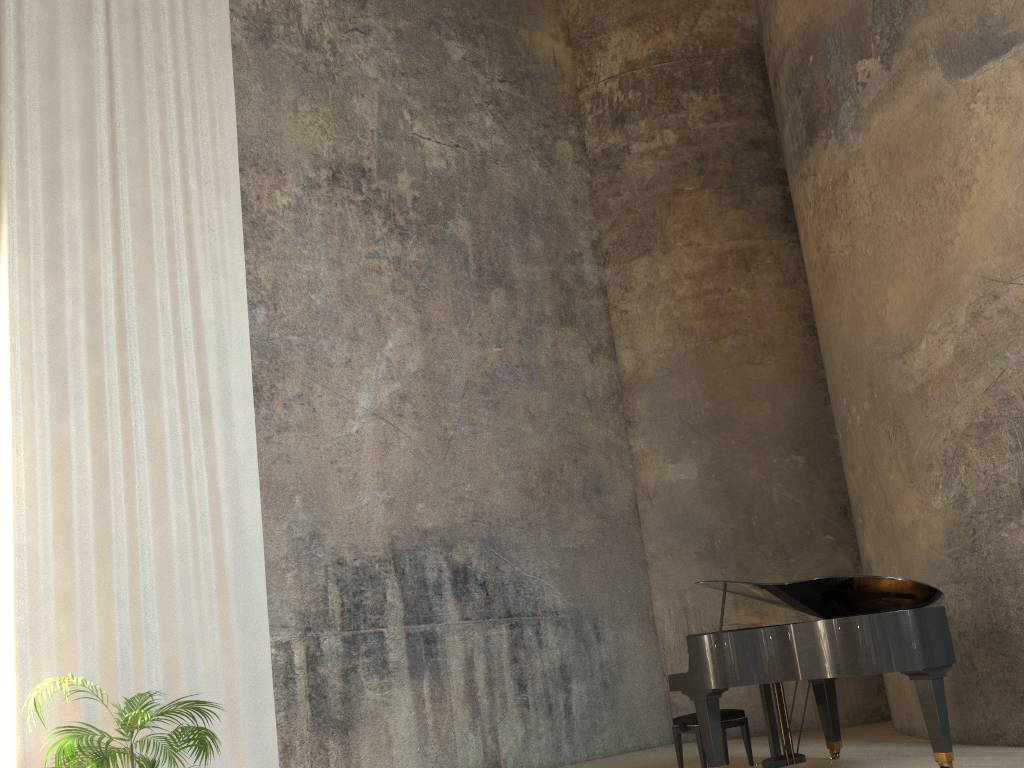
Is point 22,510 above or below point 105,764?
above

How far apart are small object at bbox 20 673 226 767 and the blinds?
0.3m

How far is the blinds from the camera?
5.47m

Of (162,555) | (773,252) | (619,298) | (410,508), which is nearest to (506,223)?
(619,298)

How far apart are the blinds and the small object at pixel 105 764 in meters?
0.3

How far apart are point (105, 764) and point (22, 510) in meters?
1.8

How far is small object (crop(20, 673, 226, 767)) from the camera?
4.6m

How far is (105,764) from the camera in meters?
4.6

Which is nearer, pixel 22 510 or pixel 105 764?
pixel 105 764

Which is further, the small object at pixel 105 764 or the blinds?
the blinds
